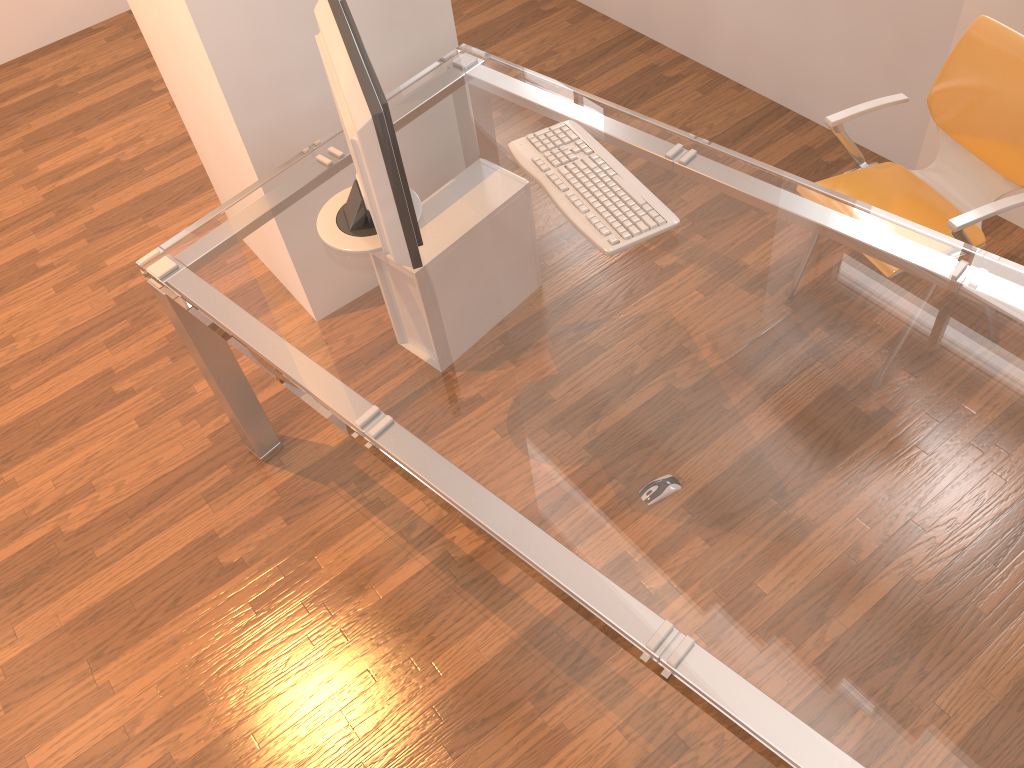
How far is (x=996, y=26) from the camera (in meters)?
2.10

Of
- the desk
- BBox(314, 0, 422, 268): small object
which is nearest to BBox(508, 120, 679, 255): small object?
the desk

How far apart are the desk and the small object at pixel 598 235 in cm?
2

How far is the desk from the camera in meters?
1.3 m

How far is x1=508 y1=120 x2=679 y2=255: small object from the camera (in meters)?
1.88

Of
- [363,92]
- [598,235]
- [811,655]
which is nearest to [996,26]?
[598,235]

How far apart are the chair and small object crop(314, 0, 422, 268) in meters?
1.1

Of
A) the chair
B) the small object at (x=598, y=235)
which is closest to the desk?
the small object at (x=598, y=235)

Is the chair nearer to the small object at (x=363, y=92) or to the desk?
the desk

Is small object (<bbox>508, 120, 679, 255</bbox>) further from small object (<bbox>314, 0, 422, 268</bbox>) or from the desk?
small object (<bbox>314, 0, 422, 268</bbox>)
